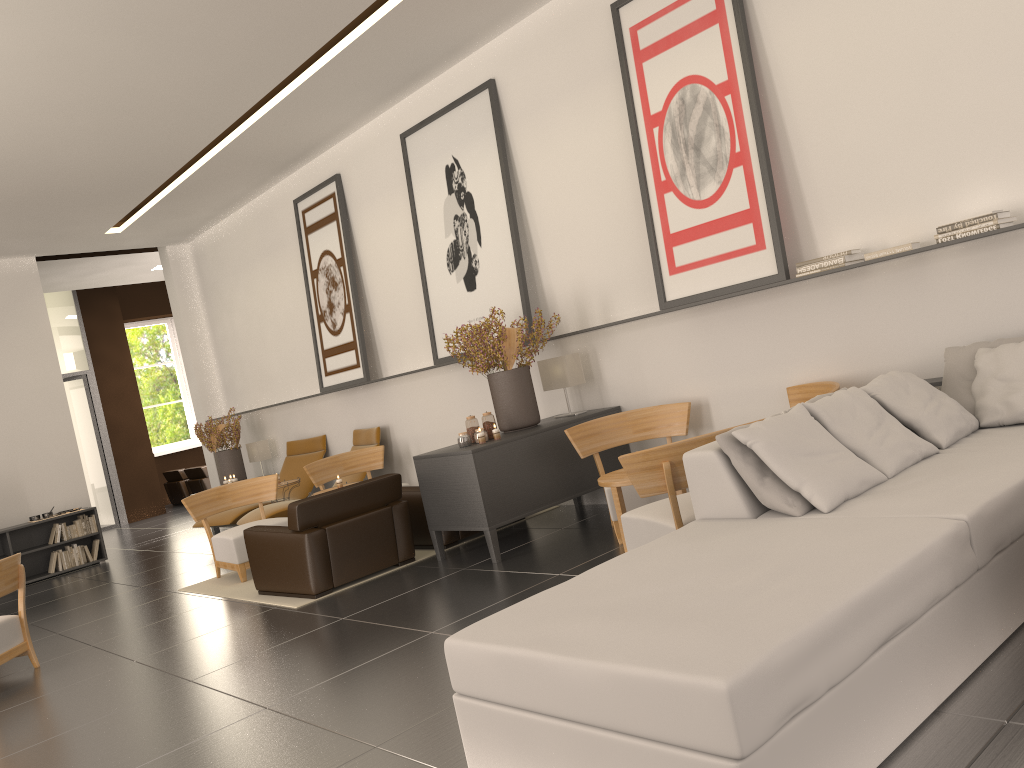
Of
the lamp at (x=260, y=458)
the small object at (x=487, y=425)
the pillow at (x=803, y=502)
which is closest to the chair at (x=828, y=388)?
the pillow at (x=803, y=502)

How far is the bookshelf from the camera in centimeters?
1632cm

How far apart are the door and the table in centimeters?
1985cm

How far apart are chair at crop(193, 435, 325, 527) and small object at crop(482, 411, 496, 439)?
6.68m

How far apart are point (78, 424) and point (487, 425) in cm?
1797

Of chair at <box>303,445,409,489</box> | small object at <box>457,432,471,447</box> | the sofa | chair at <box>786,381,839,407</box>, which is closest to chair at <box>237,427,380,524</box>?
chair at <box>303,445,409,489</box>

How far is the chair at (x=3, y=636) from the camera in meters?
9.0

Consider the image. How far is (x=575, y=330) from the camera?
11.34m

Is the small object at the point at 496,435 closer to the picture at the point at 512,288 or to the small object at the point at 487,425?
the small object at the point at 487,425

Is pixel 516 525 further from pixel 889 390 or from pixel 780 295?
pixel 889 390
